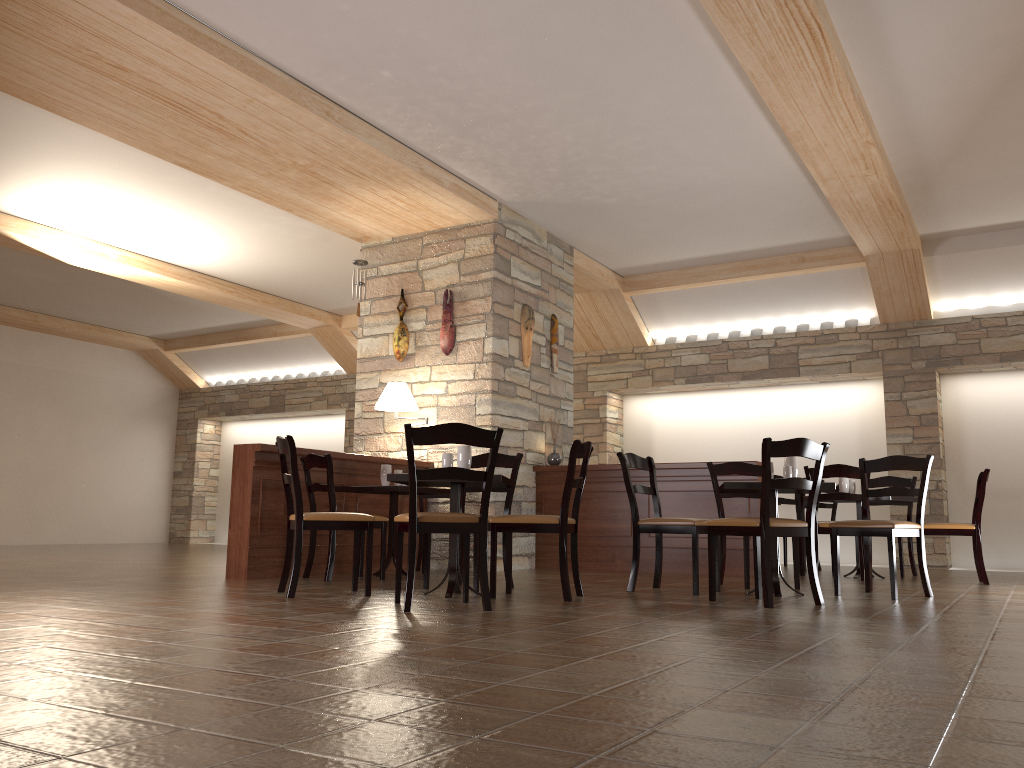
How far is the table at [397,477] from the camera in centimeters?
465cm

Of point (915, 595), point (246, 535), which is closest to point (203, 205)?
point (246, 535)

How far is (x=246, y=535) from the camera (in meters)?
5.97

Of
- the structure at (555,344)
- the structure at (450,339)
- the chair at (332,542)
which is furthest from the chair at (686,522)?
the structure at (555,344)

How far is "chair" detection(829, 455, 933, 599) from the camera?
5.1 meters

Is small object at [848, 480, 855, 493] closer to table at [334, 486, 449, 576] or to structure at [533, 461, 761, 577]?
structure at [533, 461, 761, 577]

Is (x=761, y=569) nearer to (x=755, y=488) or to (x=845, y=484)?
(x=755, y=488)

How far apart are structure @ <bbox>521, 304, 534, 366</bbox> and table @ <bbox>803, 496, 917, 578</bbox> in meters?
3.2

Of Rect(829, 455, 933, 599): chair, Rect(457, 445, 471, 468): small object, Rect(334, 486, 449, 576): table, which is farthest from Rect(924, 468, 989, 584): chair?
Rect(457, 445, 471, 468): small object

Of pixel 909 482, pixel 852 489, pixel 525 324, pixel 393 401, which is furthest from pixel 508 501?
pixel 909 482
